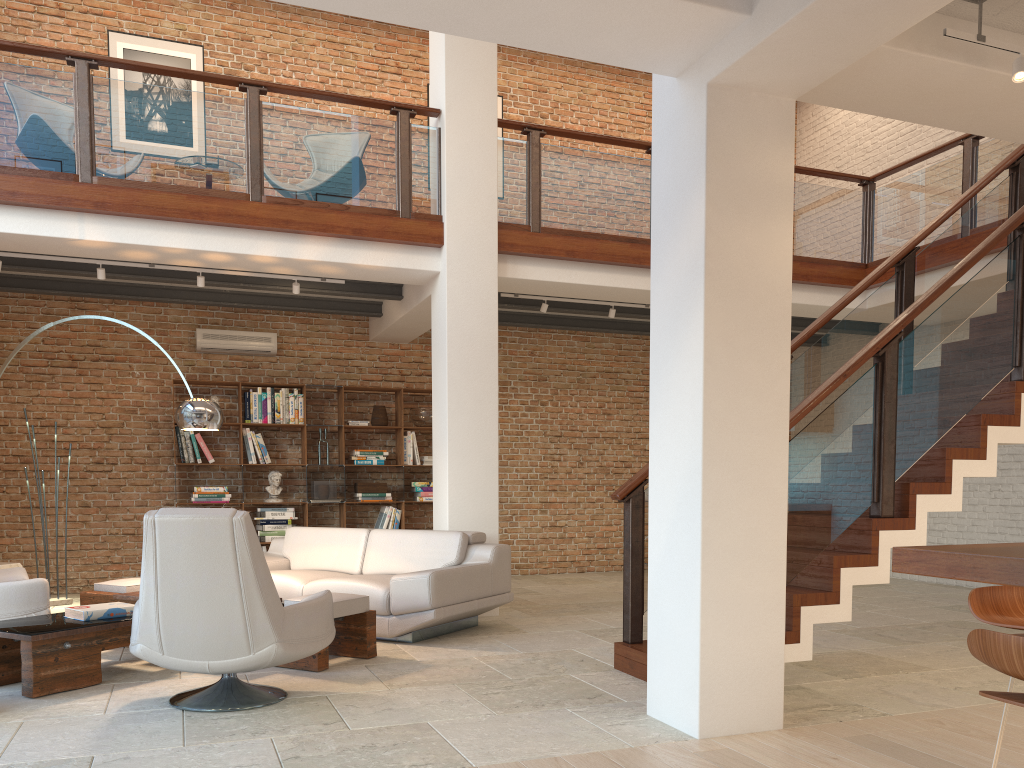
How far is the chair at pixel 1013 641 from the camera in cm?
184

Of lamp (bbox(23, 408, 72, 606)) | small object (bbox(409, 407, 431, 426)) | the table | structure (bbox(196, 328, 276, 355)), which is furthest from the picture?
the table

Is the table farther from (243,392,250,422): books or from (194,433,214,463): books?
(243,392,250,422): books

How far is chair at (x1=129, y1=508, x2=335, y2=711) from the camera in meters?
3.8 m

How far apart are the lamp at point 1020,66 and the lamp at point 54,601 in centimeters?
817cm

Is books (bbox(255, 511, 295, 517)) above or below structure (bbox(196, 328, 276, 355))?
below

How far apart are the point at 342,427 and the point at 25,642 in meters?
5.3

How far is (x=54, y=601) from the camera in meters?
7.9

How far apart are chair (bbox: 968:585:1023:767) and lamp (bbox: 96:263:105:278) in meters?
6.7

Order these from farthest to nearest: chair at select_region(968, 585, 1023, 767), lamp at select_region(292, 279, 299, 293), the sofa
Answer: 1. lamp at select_region(292, 279, 299, 293)
2. the sofa
3. chair at select_region(968, 585, 1023, 767)
